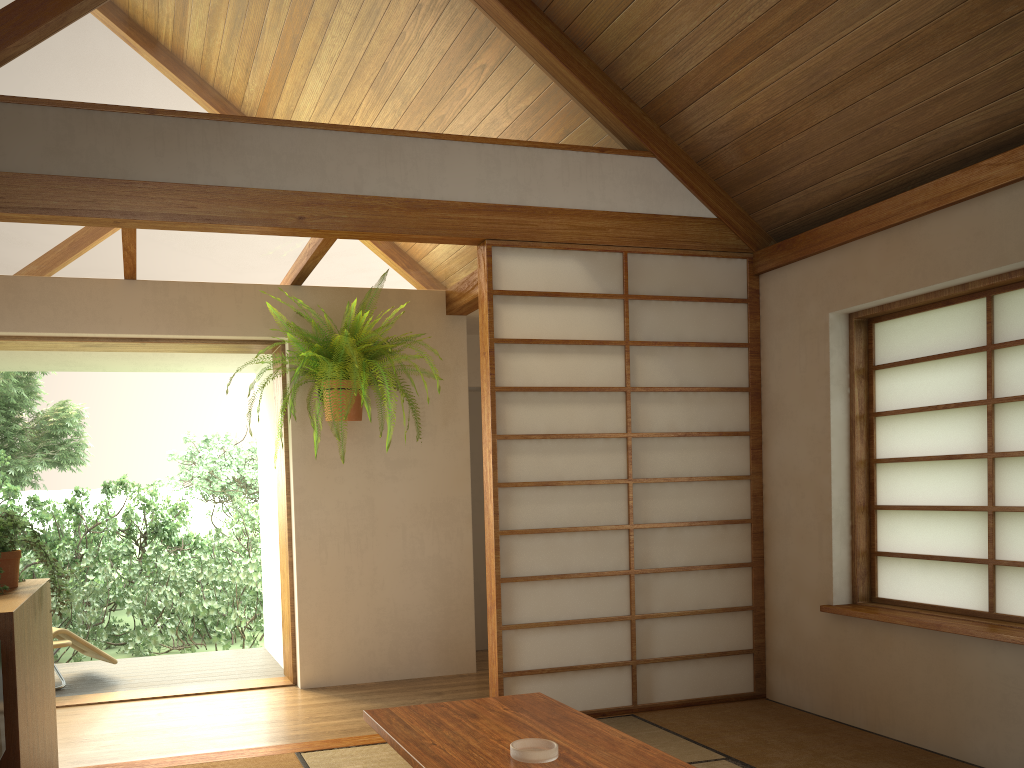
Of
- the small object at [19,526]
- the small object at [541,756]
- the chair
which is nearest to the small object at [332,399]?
the small object at [19,526]

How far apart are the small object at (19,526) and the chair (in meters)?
2.19

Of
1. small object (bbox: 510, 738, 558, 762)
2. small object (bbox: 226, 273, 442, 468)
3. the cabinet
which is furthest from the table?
small object (bbox: 226, 273, 442, 468)

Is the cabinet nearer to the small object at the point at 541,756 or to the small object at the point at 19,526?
the small object at the point at 19,526

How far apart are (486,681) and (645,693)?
1.31m

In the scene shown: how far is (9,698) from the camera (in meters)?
2.08

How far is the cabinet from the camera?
2.1 meters

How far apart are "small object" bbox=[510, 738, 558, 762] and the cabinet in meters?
1.2

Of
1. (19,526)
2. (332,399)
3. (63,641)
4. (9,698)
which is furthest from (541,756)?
(63,641)

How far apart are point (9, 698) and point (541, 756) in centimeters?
127cm
